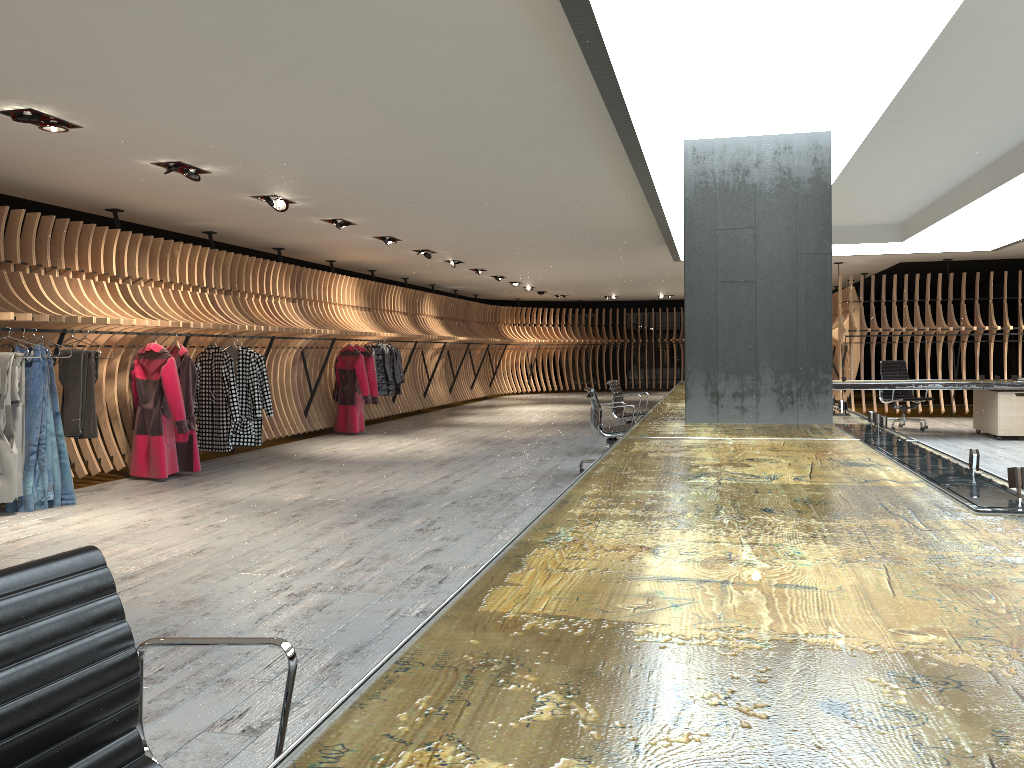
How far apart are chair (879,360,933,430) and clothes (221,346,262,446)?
9.0m

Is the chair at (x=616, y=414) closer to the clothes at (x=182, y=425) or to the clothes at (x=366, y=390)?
the clothes at (x=366, y=390)

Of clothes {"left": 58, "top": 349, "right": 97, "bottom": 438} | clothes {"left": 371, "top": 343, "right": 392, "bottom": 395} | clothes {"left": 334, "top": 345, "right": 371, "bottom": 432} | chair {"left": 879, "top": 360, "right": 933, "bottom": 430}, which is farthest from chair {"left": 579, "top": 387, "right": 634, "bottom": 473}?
chair {"left": 879, "top": 360, "right": 933, "bottom": 430}

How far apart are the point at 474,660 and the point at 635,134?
4.6 meters

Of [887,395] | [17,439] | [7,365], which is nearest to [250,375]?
[17,439]

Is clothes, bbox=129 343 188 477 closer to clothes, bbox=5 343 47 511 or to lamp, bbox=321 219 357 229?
clothes, bbox=5 343 47 511

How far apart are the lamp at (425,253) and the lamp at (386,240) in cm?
146

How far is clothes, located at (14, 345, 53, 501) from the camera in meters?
7.1

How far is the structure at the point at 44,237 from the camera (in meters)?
8.11

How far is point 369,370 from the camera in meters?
13.5 m
